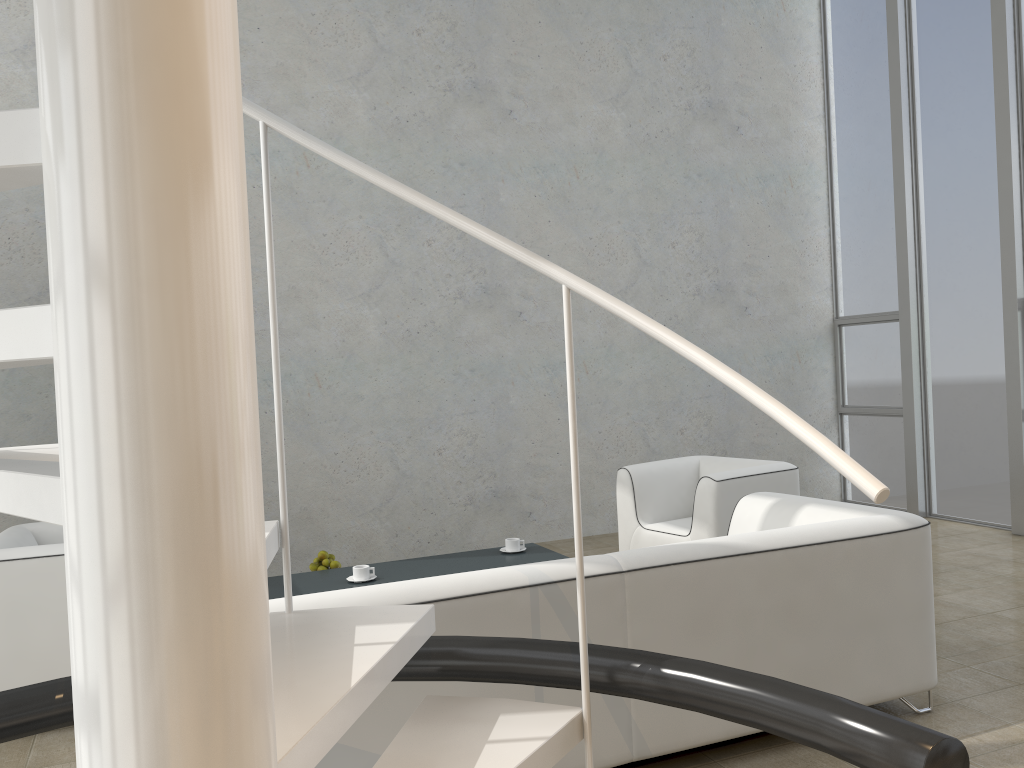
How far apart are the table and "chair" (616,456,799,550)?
0.8 meters

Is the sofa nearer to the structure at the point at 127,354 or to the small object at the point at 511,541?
the structure at the point at 127,354

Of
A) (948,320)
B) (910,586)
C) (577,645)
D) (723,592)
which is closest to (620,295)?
(948,320)

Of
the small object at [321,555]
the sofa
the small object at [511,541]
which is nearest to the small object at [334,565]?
Result: the small object at [321,555]

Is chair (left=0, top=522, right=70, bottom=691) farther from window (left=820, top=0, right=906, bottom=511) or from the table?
window (left=820, top=0, right=906, bottom=511)

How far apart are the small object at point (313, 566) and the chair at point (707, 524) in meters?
1.8 m

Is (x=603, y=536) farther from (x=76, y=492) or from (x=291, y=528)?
(x=76, y=492)

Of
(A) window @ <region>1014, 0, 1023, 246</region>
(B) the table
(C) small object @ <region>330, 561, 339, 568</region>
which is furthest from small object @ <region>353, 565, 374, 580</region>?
(A) window @ <region>1014, 0, 1023, 246</region>

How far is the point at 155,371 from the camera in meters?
0.9

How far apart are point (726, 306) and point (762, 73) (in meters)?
2.01
